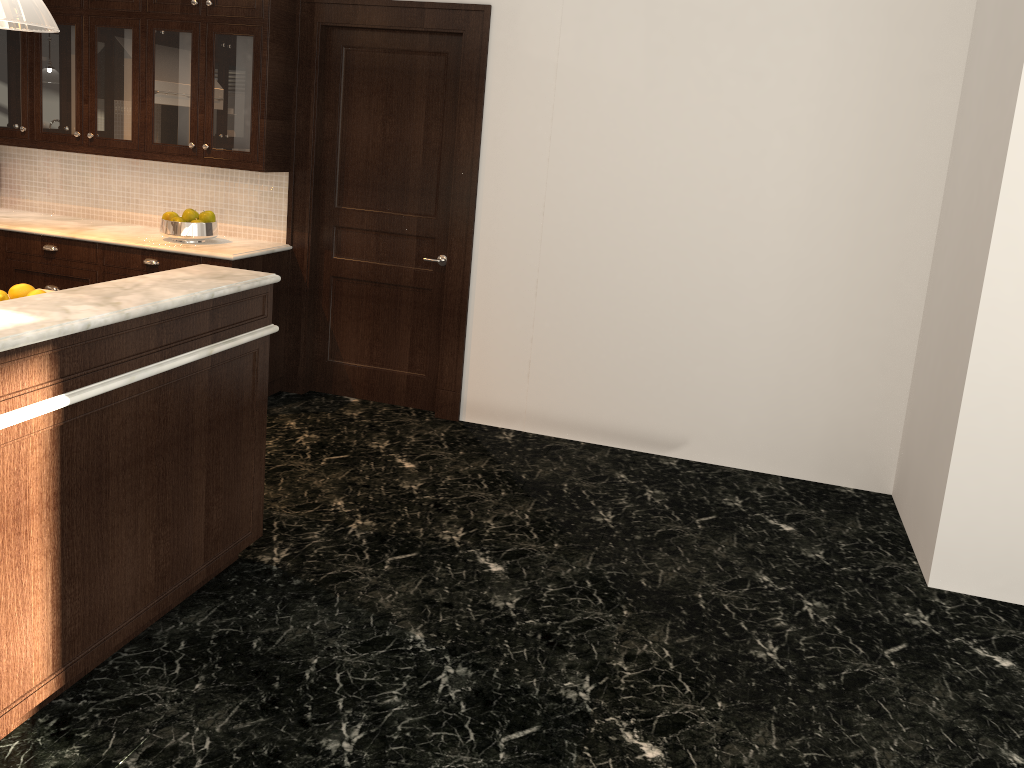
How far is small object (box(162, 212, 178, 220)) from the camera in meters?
4.9

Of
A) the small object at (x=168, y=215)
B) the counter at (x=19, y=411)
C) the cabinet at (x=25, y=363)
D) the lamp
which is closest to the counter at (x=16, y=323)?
the cabinet at (x=25, y=363)

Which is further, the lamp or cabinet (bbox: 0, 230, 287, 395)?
cabinet (bbox: 0, 230, 287, 395)

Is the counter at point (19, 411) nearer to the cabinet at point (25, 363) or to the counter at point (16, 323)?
the cabinet at point (25, 363)

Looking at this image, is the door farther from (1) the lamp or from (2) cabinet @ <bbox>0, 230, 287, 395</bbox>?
(1) the lamp

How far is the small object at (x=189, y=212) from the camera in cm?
491

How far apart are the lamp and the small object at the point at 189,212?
2.7m

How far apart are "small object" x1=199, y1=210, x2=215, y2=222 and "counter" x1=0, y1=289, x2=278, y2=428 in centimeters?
208cm

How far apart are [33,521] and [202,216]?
3.0m

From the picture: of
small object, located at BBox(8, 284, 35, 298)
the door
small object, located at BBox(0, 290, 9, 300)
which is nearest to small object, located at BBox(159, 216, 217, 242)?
the door
